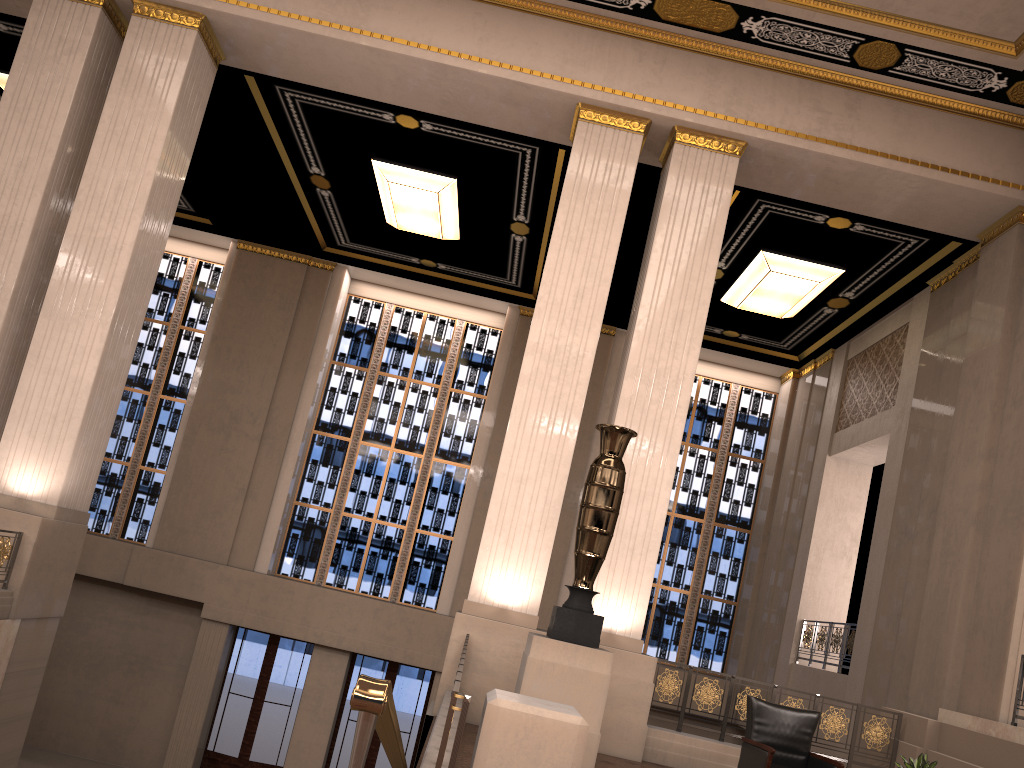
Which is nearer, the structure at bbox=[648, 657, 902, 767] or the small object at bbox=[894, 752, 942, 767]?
the small object at bbox=[894, 752, 942, 767]

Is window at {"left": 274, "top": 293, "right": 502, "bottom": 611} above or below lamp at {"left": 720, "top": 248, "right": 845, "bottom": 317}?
below

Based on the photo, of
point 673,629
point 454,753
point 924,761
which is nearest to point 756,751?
point 924,761

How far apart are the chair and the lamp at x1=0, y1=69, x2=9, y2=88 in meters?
12.2 m

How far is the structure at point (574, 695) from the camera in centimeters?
668cm

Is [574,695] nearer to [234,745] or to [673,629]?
[673,629]

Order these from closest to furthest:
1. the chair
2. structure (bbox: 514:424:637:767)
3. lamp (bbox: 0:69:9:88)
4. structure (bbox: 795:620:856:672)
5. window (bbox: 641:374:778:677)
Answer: structure (bbox: 514:424:637:767) < the chair < structure (bbox: 795:620:856:672) < lamp (bbox: 0:69:9:88) < window (bbox: 641:374:778:677)

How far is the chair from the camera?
7.0m

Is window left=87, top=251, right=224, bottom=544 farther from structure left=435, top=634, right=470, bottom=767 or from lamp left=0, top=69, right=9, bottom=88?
structure left=435, top=634, right=470, bottom=767

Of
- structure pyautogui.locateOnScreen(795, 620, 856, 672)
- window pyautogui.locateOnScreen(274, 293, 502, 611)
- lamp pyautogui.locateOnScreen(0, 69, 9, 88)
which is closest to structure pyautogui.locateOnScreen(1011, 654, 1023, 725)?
structure pyautogui.locateOnScreen(795, 620, 856, 672)
